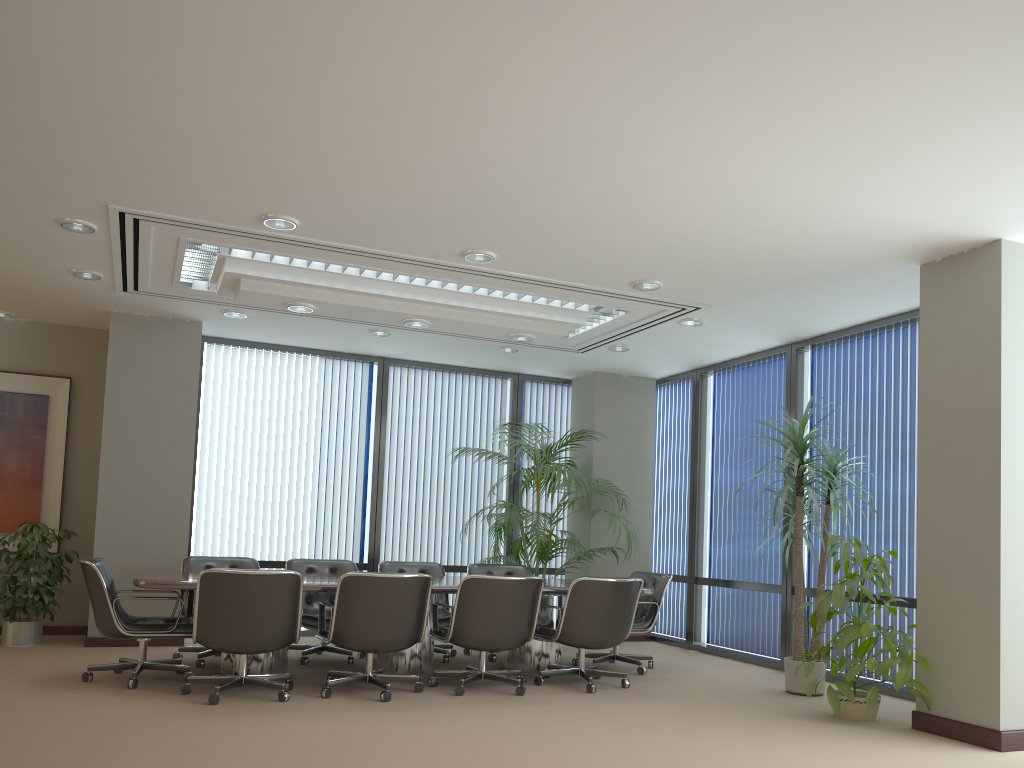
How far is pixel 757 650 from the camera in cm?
846

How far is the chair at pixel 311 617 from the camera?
7.1 meters

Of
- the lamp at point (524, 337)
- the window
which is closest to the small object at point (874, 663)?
the window

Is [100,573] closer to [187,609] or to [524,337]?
[187,609]

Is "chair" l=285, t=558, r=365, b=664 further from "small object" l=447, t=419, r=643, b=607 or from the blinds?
"small object" l=447, t=419, r=643, b=607

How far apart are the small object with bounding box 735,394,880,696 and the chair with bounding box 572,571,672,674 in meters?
1.2 m

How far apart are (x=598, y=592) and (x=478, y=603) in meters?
0.9

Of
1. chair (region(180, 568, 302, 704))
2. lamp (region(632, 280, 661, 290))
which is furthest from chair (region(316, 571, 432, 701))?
lamp (region(632, 280, 661, 290))

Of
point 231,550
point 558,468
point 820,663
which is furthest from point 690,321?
point 231,550

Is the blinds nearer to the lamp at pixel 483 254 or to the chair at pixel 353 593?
the chair at pixel 353 593
